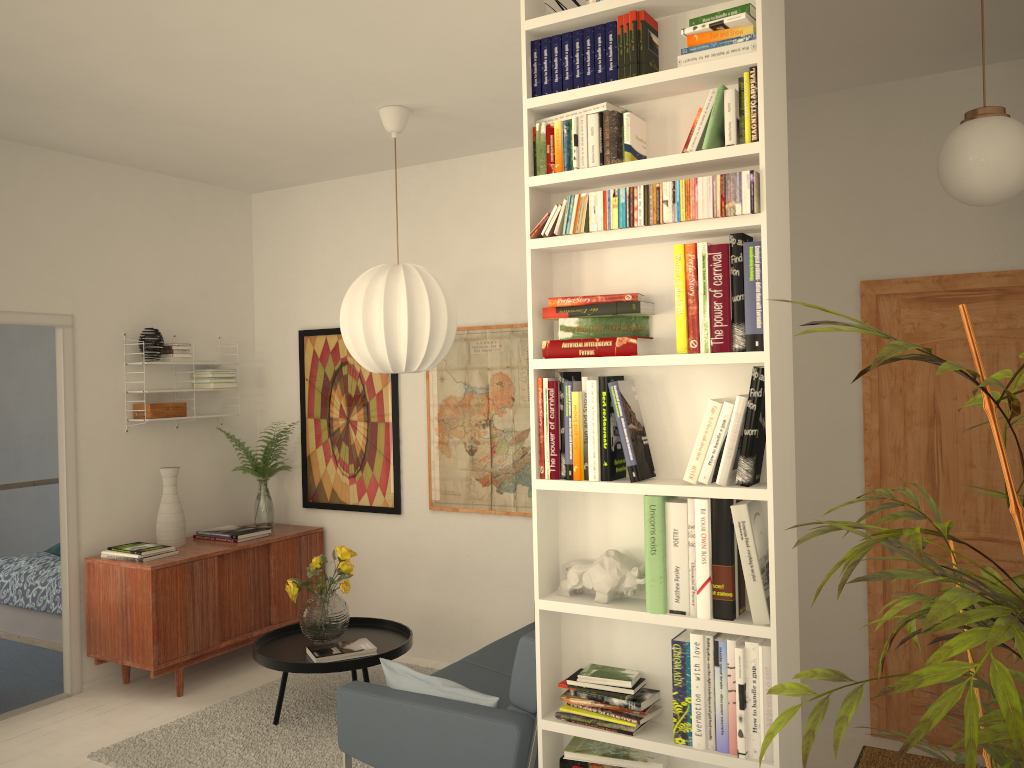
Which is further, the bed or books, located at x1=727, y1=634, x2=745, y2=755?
the bed

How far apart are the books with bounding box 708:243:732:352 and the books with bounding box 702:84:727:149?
0.3 meters

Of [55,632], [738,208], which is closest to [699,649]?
[738,208]

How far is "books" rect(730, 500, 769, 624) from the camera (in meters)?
2.31

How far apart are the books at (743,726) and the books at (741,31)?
1.61m

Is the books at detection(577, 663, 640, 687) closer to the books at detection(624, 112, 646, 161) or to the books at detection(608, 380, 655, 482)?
the books at detection(608, 380, 655, 482)

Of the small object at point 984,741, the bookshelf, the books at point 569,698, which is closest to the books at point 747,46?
the bookshelf

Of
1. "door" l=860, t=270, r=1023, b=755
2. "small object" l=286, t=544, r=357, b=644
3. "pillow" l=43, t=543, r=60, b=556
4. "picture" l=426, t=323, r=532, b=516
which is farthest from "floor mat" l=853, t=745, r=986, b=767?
"pillow" l=43, t=543, r=60, b=556

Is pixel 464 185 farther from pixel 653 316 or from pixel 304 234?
pixel 653 316

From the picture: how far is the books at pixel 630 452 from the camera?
2.49m
